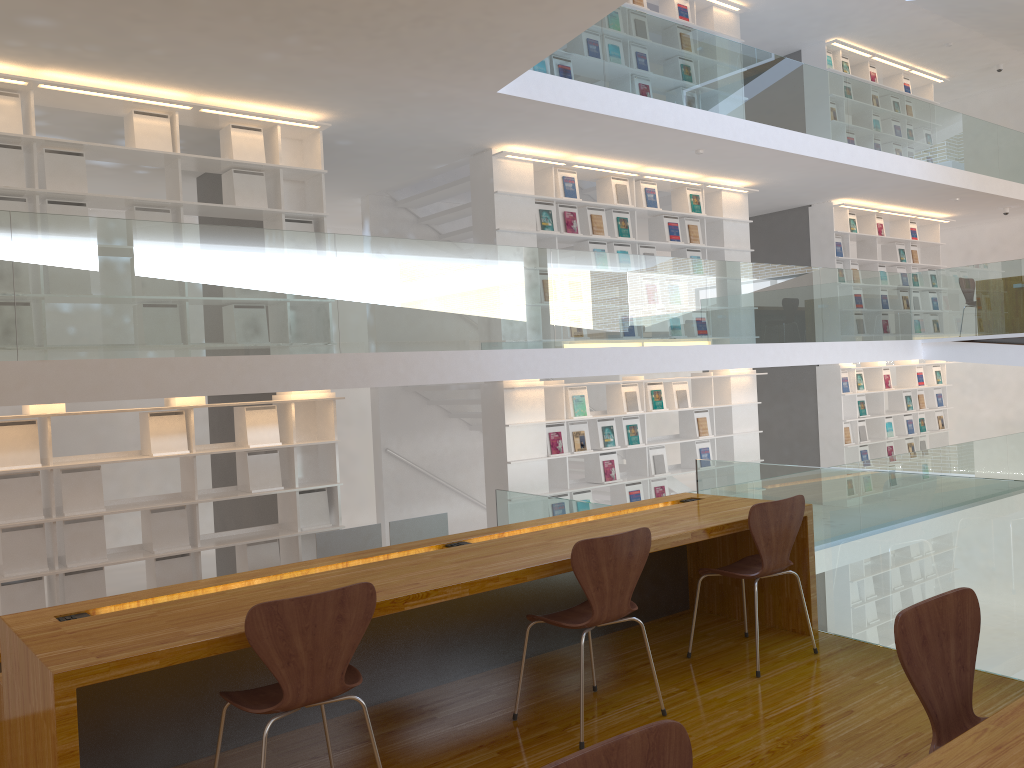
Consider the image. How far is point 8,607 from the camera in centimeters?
547cm

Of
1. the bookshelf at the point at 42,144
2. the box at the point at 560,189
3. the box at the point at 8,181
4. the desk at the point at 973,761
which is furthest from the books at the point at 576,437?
the desk at the point at 973,761

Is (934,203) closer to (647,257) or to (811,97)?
(811,97)

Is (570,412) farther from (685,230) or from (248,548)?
(248,548)

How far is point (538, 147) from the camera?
7.9 meters

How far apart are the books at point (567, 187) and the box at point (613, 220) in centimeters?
57cm

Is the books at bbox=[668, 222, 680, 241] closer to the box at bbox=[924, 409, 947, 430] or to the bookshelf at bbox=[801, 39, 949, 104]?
the bookshelf at bbox=[801, 39, 949, 104]

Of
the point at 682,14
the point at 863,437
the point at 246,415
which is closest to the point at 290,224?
the point at 246,415

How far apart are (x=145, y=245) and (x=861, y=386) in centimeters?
943cm

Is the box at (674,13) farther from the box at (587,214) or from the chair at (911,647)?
the chair at (911,647)
